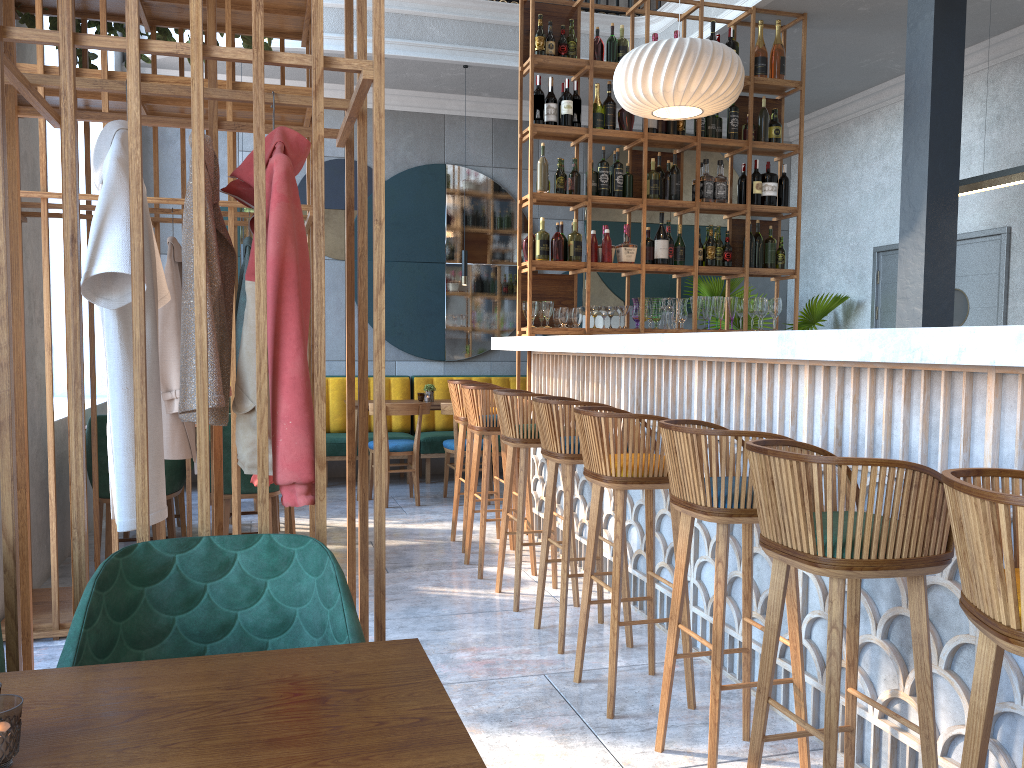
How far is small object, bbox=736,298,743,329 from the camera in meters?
6.2 m

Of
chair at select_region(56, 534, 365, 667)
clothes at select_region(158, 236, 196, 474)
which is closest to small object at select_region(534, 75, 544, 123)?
clothes at select_region(158, 236, 196, 474)

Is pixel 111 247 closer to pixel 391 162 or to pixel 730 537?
pixel 730 537

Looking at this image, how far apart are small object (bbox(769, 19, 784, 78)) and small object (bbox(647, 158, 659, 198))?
1.13m

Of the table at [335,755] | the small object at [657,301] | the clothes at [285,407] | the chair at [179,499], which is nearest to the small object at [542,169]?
the small object at [657,301]

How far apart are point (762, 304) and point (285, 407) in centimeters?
489cm

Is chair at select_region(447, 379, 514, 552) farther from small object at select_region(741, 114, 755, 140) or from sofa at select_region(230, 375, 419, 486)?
small object at select_region(741, 114, 755, 140)

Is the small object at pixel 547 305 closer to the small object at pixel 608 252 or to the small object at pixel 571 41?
the small object at pixel 608 252

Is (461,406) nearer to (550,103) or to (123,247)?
(550,103)

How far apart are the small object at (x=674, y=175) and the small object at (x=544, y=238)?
0.93m
